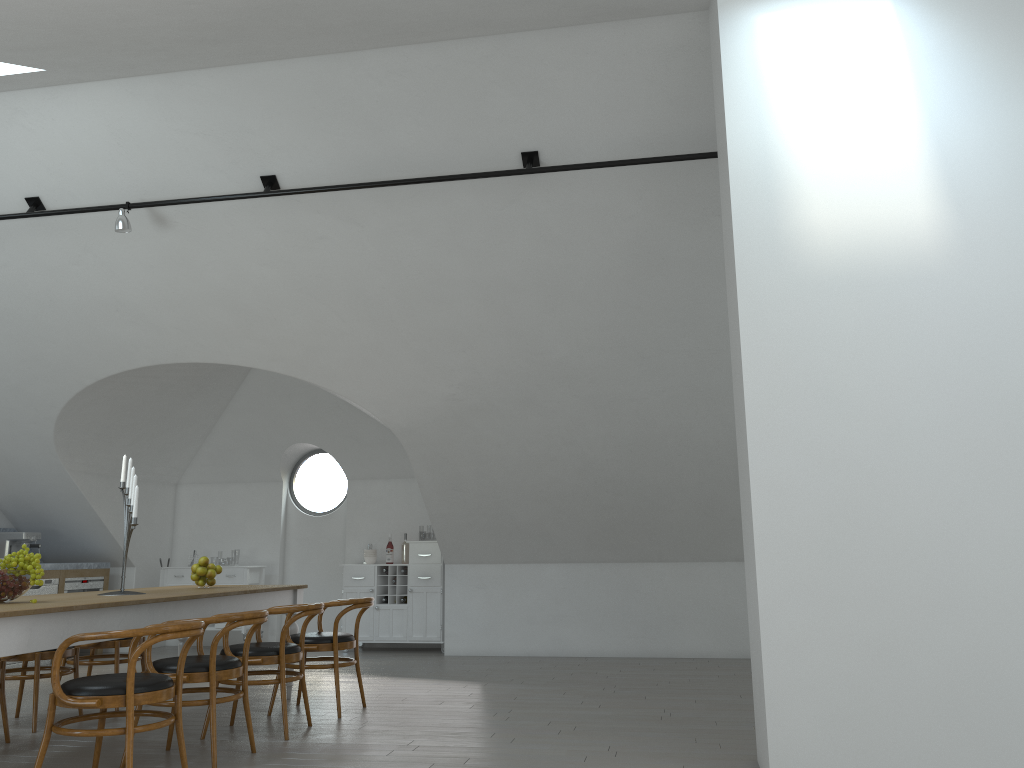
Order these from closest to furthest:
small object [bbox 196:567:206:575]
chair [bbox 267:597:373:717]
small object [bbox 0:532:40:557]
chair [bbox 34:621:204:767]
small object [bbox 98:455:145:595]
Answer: chair [bbox 34:621:204:767] → small object [bbox 98:455:145:595] → chair [bbox 267:597:373:717] → small object [bbox 196:567:206:575] → small object [bbox 0:532:40:557]

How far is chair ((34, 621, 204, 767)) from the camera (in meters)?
3.69

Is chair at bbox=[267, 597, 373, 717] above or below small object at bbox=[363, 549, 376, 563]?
below

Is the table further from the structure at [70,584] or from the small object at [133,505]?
the structure at [70,584]

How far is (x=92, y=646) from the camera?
6.1 meters

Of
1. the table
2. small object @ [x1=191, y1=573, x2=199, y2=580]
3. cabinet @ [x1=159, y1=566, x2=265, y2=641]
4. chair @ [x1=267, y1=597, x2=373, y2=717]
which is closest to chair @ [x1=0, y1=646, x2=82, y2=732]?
the table

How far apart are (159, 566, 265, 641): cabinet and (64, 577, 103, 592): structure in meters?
0.7

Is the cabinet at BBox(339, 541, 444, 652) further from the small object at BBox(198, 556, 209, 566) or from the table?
the small object at BBox(198, 556, 209, 566)

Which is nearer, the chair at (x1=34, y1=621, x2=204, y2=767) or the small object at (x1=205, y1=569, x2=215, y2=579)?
the chair at (x1=34, y1=621, x2=204, y2=767)

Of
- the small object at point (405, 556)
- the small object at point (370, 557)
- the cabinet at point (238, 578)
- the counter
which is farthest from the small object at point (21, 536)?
the small object at point (405, 556)
